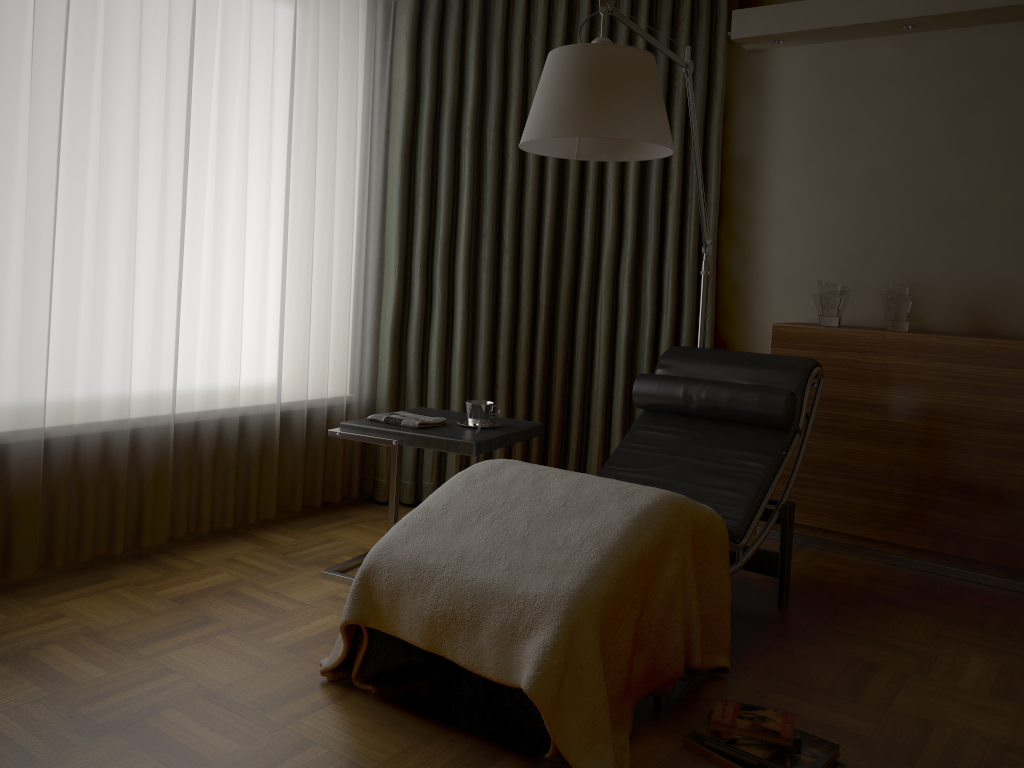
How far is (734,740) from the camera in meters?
2.0

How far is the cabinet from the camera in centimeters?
322cm

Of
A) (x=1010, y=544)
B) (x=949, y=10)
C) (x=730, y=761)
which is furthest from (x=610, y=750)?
(x=949, y=10)

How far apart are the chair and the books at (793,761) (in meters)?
0.17

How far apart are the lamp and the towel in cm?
94

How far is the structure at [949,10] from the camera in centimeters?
341cm

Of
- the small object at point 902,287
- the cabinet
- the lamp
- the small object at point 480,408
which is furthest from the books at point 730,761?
the small object at point 902,287

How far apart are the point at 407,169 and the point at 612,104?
1.6 meters

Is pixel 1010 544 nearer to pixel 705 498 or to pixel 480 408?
pixel 705 498

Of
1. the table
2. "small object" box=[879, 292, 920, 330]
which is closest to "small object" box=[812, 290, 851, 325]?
"small object" box=[879, 292, 920, 330]
